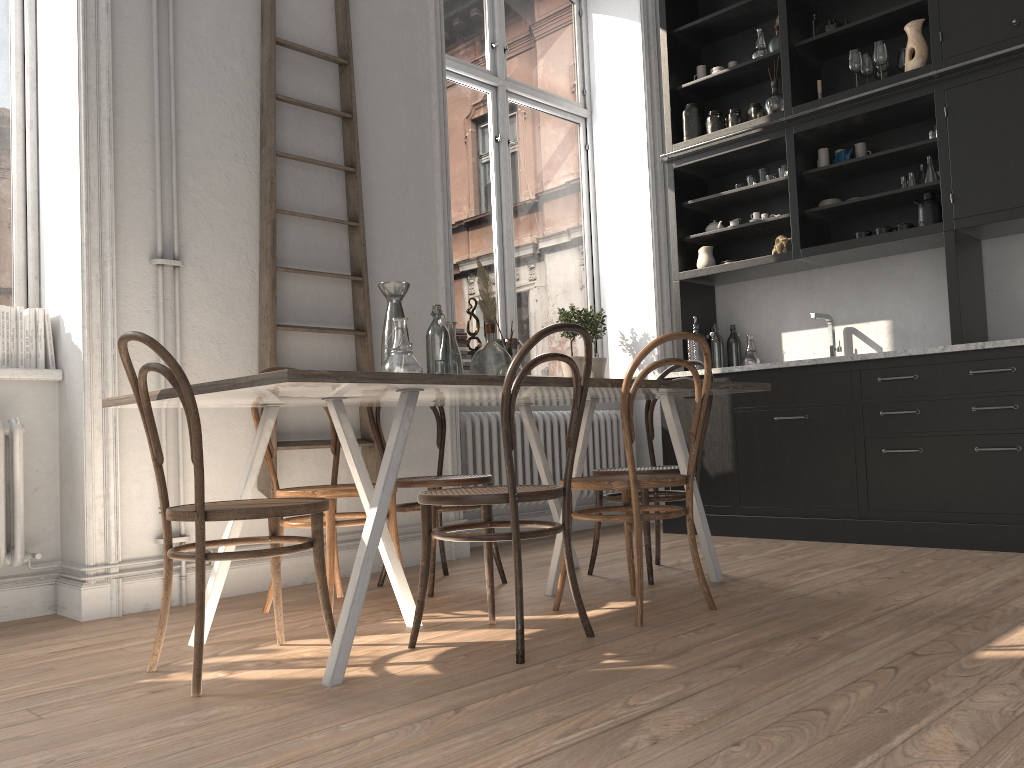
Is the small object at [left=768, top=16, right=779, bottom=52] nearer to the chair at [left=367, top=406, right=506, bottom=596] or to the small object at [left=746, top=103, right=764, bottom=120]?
the small object at [left=746, top=103, right=764, bottom=120]

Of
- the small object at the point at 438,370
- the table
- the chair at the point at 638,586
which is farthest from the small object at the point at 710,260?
the small object at the point at 438,370

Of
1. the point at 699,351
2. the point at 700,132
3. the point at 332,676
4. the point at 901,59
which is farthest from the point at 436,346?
the point at 901,59

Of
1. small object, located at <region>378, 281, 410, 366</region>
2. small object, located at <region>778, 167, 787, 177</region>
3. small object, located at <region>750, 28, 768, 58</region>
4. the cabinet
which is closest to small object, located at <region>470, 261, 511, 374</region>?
small object, located at <region>378, 281, 410, 366</region>

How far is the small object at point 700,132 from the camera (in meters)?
5.44

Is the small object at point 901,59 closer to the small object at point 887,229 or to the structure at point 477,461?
the small object at point 887,229

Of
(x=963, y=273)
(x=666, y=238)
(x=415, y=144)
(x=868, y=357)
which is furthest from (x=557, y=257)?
(x=963, y=273)

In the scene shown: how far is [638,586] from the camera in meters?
2.8

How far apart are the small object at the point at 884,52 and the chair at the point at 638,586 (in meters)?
2.67

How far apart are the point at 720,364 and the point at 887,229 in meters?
1.2
